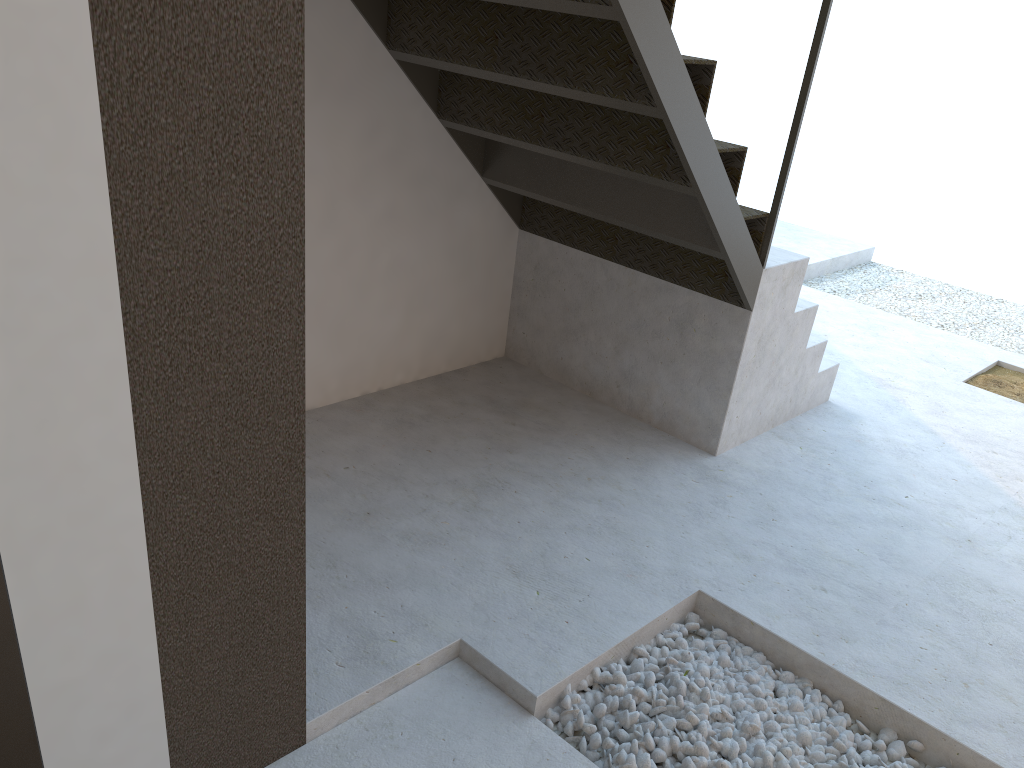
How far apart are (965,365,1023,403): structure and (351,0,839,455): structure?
1.1m

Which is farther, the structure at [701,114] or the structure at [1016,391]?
the structure at [1016,391]

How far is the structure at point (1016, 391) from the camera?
Result: 4.35m

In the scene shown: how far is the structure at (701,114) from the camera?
2.46m

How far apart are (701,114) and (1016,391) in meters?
2.8

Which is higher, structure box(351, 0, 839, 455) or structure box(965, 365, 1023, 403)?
structure box(351, 0, 839, 455)

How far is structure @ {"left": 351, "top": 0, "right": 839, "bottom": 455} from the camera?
2.5m

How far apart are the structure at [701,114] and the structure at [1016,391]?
1.05m

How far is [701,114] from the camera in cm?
246

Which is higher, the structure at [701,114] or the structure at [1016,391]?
the structure at [701,114]
